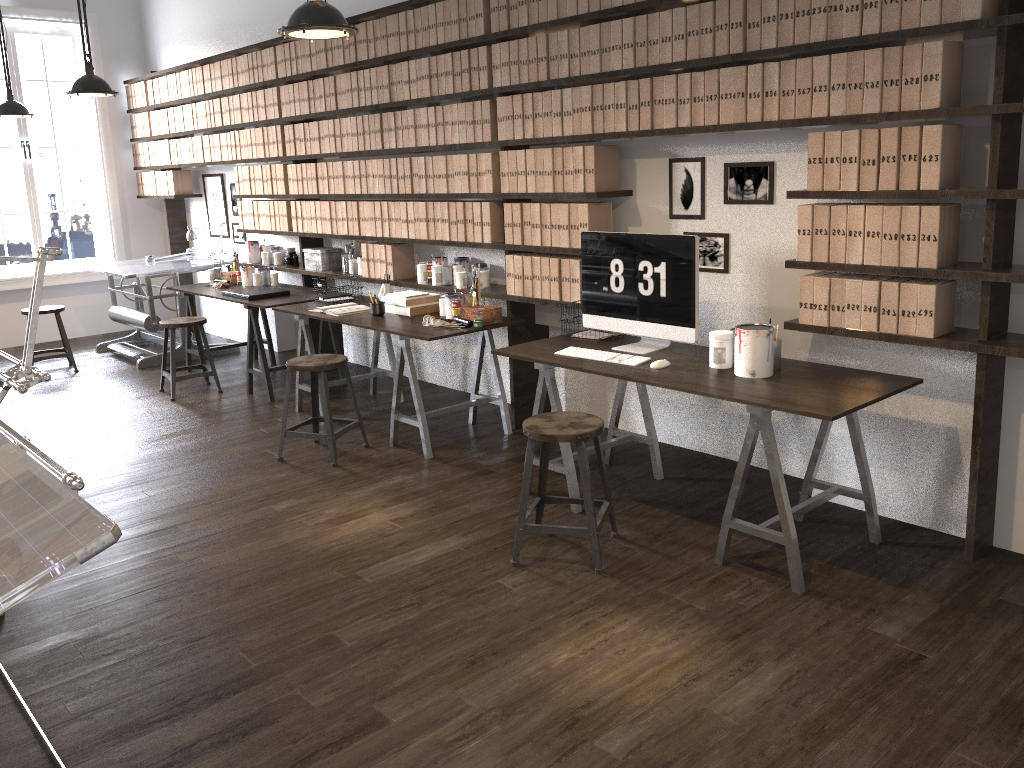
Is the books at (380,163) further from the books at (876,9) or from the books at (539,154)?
the books at (876,9)

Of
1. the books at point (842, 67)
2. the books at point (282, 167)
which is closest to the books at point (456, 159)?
the books at point (282, 167)

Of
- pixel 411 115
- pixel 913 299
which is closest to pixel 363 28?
pixel 411 115

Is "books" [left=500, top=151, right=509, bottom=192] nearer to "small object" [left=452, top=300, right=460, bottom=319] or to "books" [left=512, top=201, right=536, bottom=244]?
"books" [left=512, top=201, right=536, bottom=244]

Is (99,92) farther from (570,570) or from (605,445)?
(570,570)

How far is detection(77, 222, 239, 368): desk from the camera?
7.1 meters

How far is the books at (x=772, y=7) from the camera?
3.4 meters

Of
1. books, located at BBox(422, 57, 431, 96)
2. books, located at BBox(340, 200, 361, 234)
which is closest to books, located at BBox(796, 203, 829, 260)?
books, located at BBox(422, 57, 431, 96)

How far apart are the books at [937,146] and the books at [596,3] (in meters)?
1.64

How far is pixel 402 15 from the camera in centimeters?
506cm
